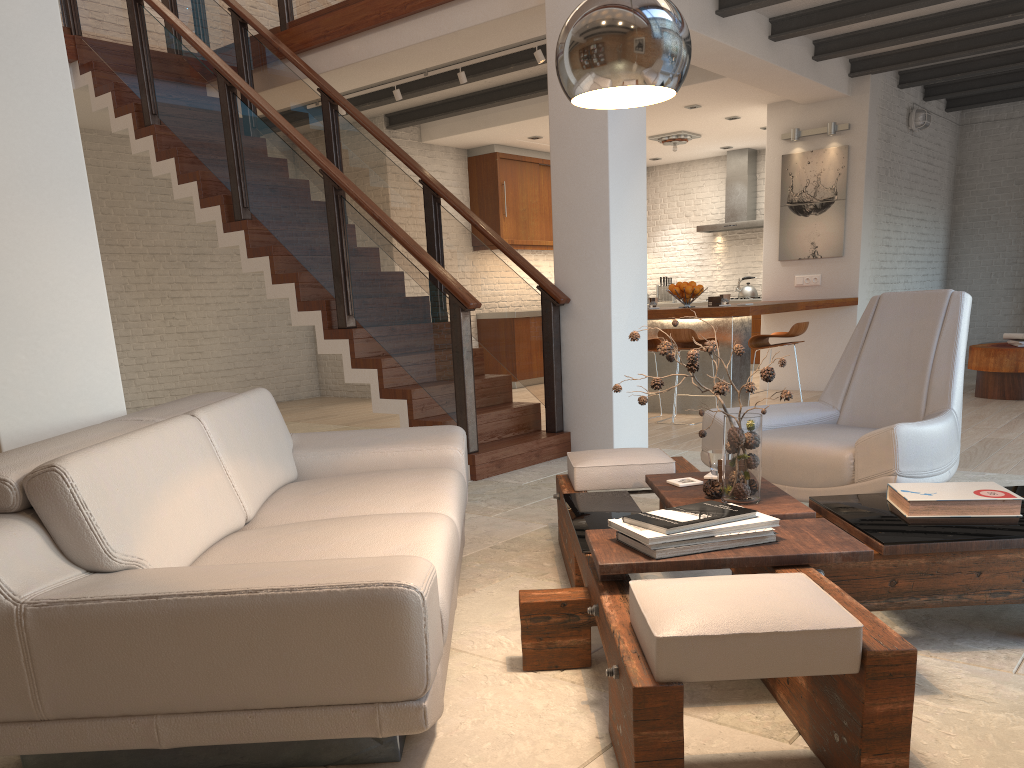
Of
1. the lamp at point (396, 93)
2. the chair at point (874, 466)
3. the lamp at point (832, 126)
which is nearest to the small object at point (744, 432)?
the chair at point (874, 466)

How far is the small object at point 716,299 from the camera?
7.7m

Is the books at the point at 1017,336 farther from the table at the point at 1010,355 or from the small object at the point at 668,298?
the small object at the point at 668,298

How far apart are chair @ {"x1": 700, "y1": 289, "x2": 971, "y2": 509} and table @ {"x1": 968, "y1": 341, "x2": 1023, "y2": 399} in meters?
4.3 m

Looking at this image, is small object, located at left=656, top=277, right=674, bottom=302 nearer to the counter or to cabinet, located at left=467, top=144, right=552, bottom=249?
cabinet, located at left=467, top=144, right=552, bottom=249

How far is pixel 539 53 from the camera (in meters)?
6.95

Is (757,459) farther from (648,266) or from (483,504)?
(648,266)

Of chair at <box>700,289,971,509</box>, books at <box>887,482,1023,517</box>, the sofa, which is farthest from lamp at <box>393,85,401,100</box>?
books at <box>887,482,1023,517</box>

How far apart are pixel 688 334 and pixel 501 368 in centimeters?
421cm

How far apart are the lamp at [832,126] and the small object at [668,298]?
4.6m
